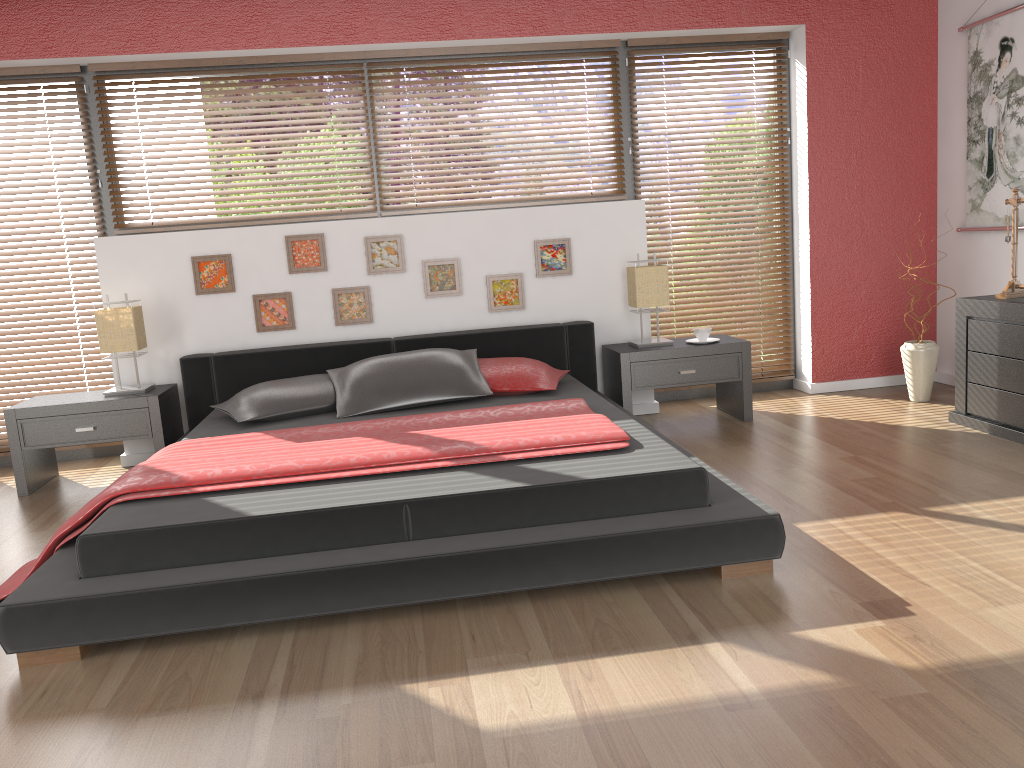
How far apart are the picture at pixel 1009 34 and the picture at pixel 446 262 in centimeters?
285cm

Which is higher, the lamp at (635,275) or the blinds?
the lamp at (635,275)

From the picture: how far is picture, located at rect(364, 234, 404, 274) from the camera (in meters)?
4.71

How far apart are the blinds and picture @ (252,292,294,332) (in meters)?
0.95

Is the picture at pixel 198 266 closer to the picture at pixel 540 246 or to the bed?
the bed

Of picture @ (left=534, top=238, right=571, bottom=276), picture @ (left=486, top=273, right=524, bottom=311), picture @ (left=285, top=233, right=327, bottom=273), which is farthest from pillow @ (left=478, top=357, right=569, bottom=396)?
picture @ (left=285, top=233, right=327, bottom=273)

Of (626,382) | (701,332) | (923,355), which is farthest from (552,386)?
(923,355)

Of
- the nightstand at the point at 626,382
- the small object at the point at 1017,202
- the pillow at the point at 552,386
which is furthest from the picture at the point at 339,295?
the small object at the point at 1017,202

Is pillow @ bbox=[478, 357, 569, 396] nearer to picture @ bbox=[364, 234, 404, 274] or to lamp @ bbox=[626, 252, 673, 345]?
lamp @ bbox=[626, 252, 673, 345]

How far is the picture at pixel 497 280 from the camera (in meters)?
4.83
